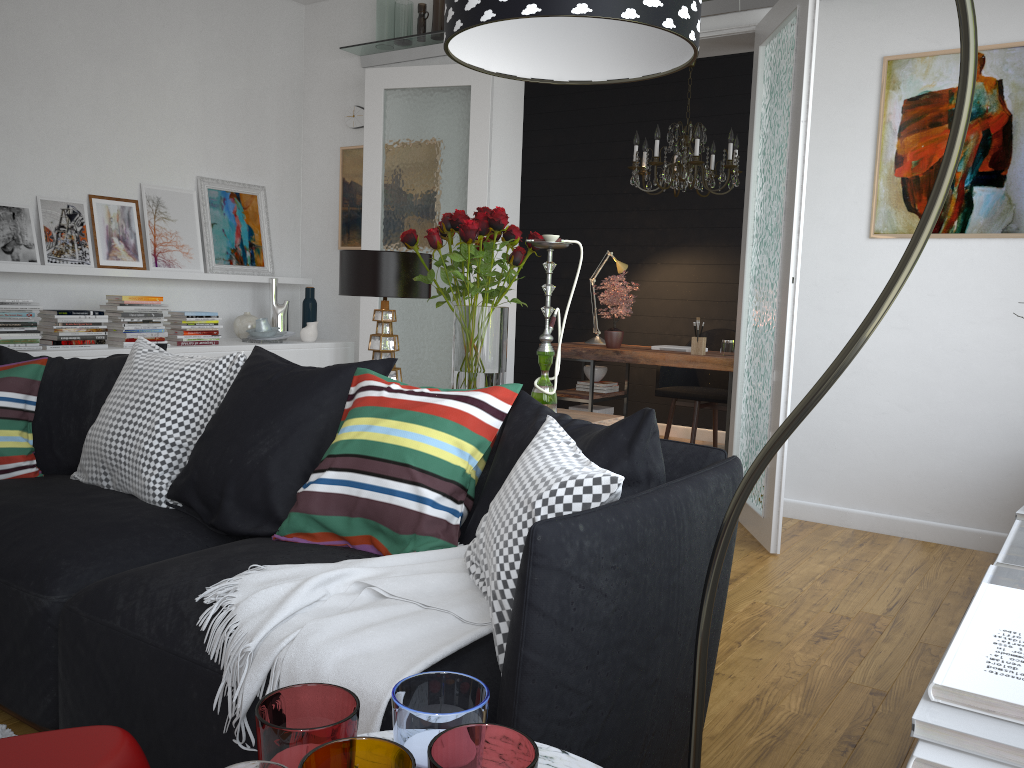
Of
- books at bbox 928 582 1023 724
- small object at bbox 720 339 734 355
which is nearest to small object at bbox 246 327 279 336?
small object at bbox 720 339 734 355

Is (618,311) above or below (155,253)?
below

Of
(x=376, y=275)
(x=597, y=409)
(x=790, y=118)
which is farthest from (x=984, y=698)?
(x=597, y=409)

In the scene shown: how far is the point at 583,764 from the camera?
1.1m

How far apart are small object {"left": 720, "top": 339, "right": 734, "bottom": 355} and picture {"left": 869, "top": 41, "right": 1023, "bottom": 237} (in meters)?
1.52

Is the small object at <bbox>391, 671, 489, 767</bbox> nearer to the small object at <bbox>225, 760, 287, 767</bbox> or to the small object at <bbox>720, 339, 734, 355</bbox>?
the small object at <bbox>225, 760, 287, 767</bbox>

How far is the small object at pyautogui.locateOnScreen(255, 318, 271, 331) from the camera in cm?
568

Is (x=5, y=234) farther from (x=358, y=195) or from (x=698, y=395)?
(x=698, y=395)

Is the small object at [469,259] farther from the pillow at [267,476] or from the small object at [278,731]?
the small object at [278,731]

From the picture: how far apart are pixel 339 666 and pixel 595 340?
5.1 meters
